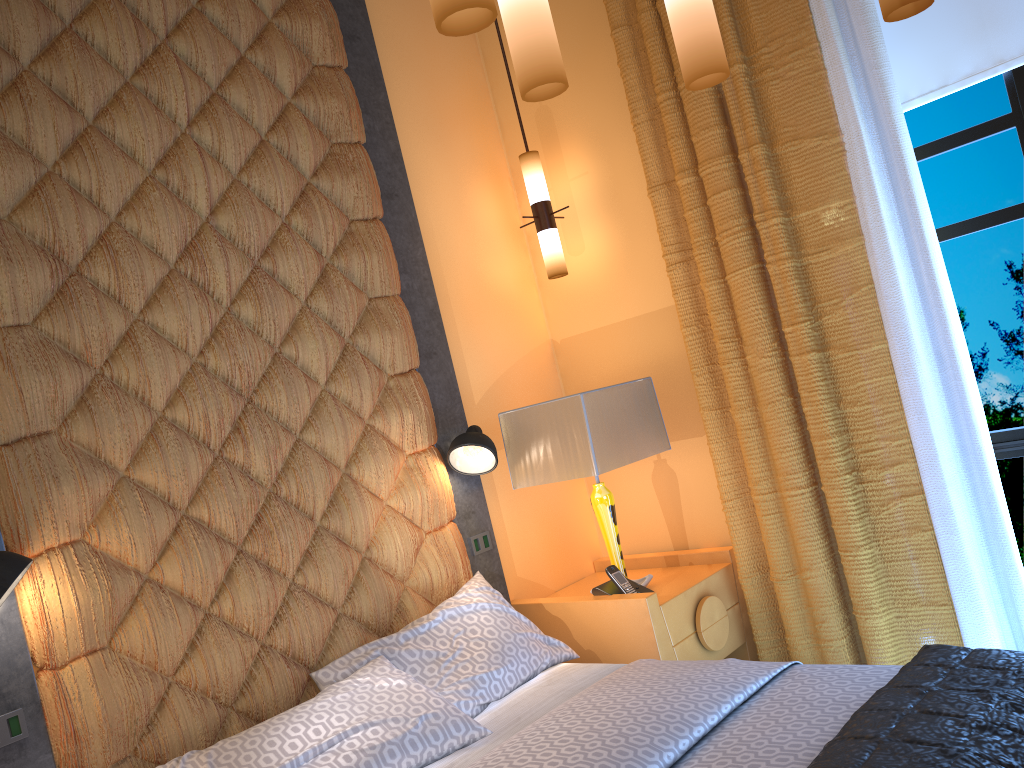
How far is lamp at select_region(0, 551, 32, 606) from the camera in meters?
2.0 m

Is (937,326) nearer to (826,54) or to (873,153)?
(873,153)

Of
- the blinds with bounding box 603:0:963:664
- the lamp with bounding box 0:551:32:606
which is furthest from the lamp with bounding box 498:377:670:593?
the lamp with bounding box 0:551:32:606

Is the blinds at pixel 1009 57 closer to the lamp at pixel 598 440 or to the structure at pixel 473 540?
the lamp at pixel 598 440

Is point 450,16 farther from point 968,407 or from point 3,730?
point 968,407

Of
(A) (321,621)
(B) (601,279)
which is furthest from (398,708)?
(B) (601,279)

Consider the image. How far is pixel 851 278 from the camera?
3.0m

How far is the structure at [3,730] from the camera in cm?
214

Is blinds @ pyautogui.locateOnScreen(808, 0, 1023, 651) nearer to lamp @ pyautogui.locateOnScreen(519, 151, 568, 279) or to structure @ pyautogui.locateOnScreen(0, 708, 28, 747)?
lamp @ pyautogui.locateOnScreen(519, 151, 568, 279)

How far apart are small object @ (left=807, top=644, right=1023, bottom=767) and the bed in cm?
6
